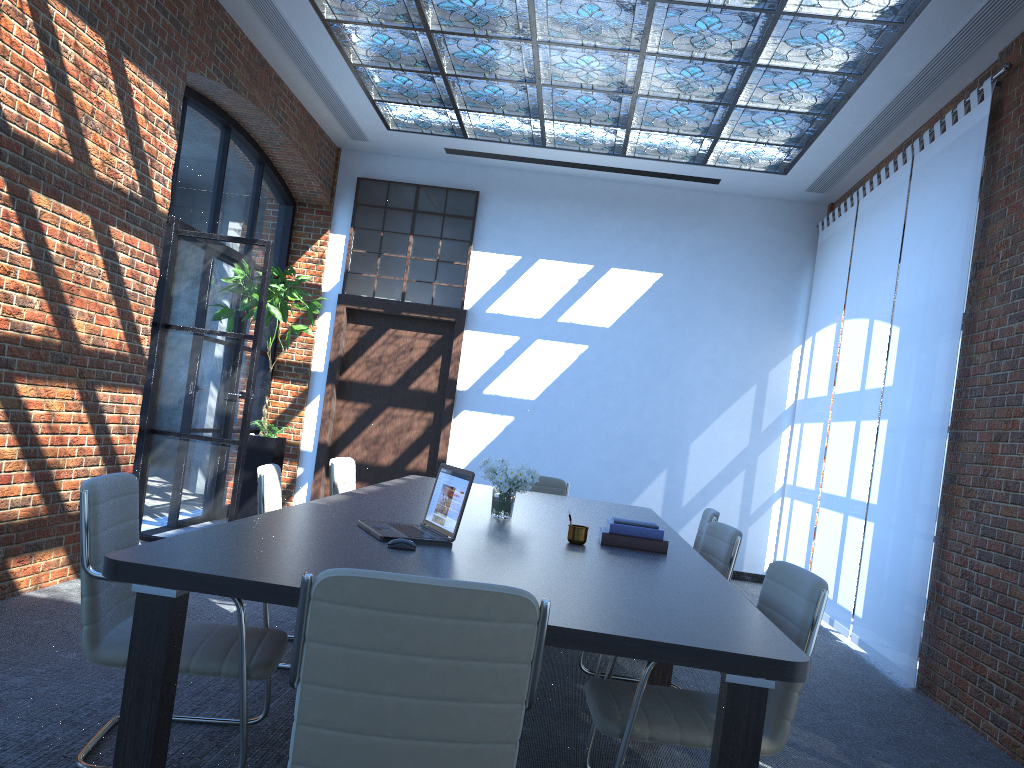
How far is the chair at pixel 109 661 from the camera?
2.8m

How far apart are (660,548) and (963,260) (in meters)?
3.08

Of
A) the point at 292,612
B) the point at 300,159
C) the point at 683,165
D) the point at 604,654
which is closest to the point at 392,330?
the point at 300,159

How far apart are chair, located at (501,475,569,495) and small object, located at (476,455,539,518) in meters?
2.3

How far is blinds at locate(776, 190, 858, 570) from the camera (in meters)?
8.09

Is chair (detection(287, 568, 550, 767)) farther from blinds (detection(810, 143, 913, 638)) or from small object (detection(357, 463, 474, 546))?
blinds (detection(810, 143, 913, 638))

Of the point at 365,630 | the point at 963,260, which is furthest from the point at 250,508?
the point at 365,630

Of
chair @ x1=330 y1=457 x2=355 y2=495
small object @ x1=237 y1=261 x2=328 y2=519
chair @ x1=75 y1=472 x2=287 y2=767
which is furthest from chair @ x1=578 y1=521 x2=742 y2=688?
small object @ x1=237 y1=261 x2=328 y2=519

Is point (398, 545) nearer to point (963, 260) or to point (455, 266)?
point (963, 260)

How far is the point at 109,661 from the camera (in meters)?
2.80
